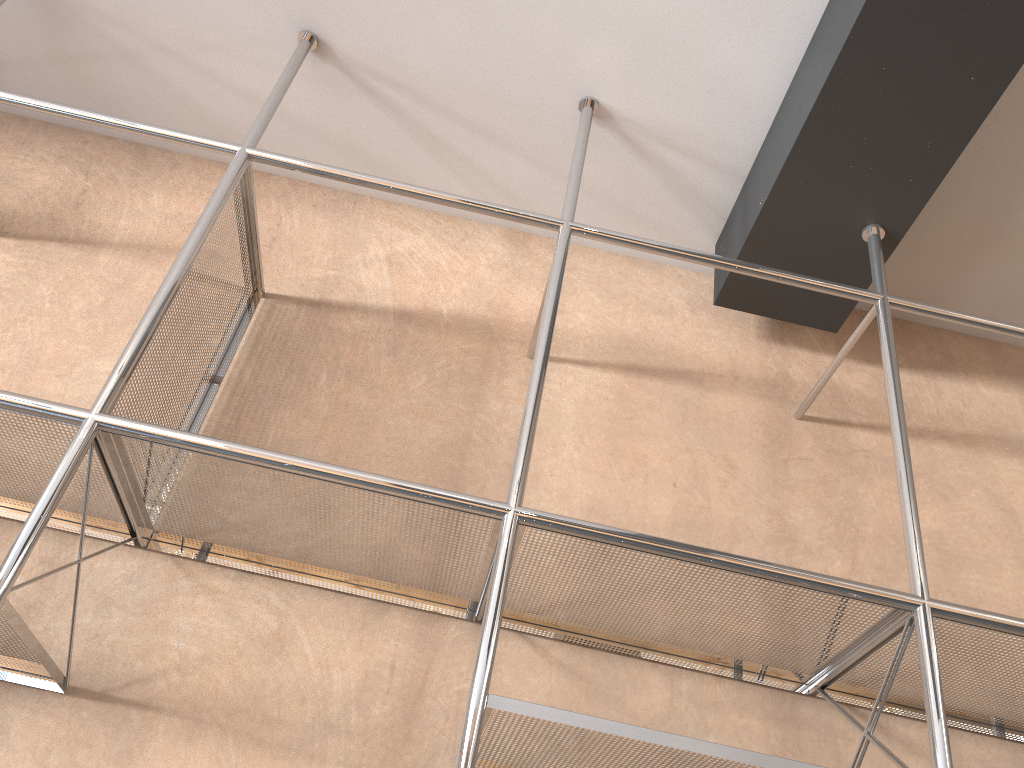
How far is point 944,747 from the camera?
1.1 meters

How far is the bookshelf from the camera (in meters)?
1.07

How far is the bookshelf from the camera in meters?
1.1 m
